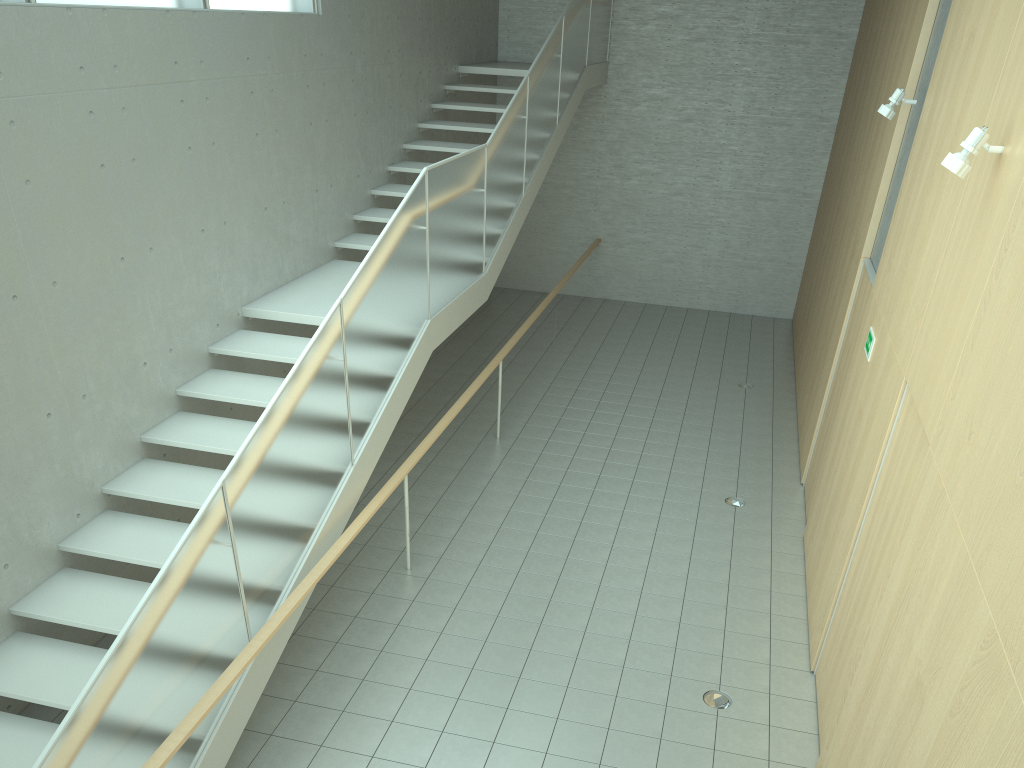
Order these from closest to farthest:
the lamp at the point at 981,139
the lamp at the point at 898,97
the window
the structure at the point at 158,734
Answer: the structure at the point at 158,734, the lamp at the point at 981,139, the window, the lamp at the point at 898,97

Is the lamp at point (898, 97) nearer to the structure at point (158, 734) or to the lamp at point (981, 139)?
the lamp at point (981, 139)

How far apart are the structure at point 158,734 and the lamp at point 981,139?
3.4 meters

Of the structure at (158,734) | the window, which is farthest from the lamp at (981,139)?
the window

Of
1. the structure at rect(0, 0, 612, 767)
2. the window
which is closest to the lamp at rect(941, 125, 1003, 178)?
the structure at rect(0, 0, 612, 767)

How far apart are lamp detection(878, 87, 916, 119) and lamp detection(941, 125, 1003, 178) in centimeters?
286cm

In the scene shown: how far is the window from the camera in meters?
5.5

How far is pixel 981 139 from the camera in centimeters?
383cm

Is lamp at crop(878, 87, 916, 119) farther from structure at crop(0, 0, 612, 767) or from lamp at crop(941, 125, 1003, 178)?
structure at crop(0, 0, 612, 767)

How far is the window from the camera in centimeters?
549cm
